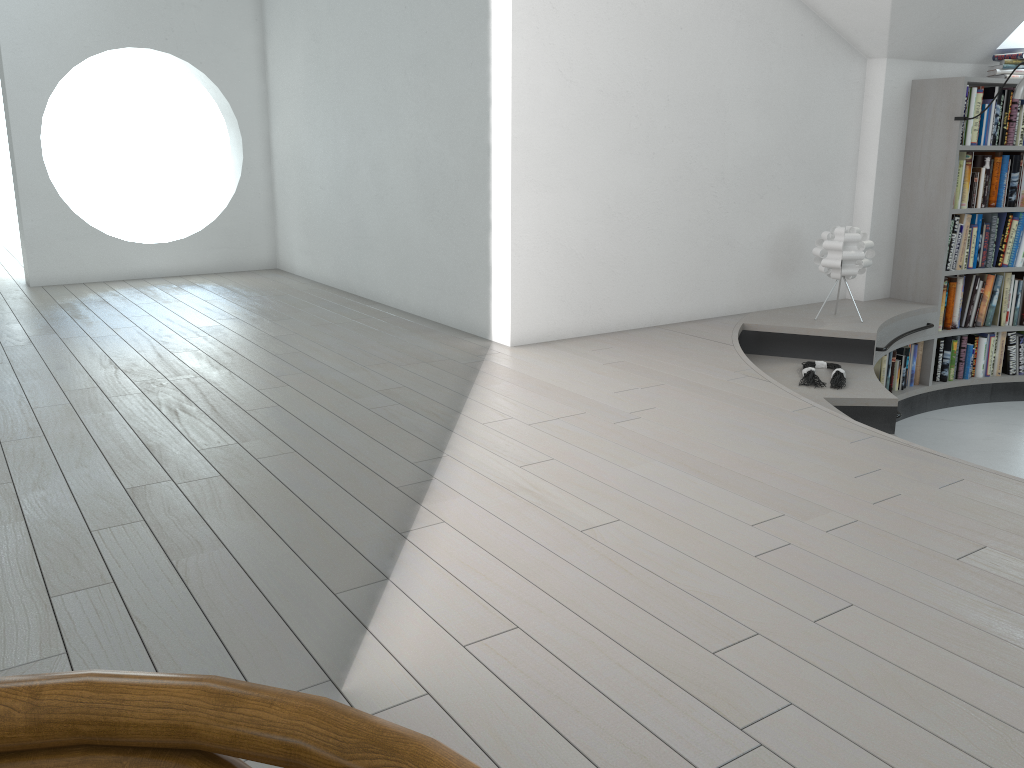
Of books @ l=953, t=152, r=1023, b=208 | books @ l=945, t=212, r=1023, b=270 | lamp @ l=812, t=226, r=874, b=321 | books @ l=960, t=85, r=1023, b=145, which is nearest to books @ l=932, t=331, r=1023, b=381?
books @ l=945, t=212, r=1023, b=270

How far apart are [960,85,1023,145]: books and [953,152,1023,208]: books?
0.1 meters

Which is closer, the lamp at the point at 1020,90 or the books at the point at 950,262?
the lamp at the point at 1020,90

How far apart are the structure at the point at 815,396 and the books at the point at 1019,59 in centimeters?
148cm

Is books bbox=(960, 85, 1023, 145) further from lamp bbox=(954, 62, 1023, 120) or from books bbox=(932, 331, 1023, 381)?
books bbox=(932, 331, 1023, 381)

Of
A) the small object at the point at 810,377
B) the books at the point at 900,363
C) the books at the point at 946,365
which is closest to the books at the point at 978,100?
the books at the point at 900,363

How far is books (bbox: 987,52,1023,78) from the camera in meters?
5.4

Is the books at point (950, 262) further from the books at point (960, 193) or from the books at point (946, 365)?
the books at point (946, 365)

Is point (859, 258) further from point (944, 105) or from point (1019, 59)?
point (1019, 59)

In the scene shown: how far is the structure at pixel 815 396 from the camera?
4.13m
